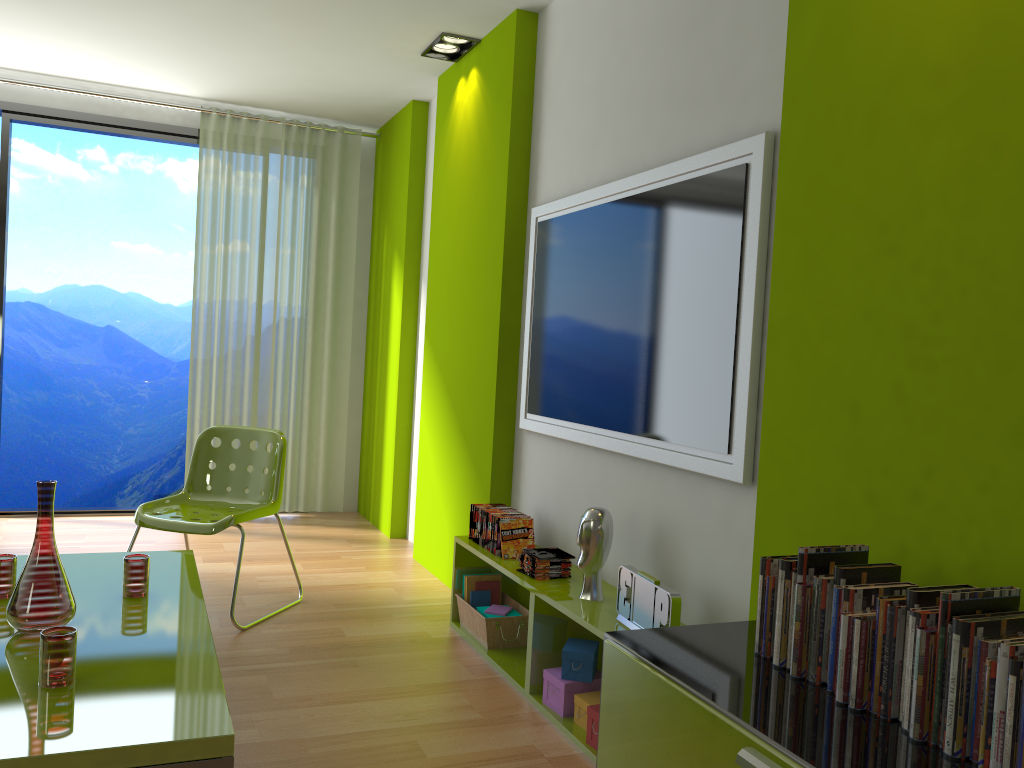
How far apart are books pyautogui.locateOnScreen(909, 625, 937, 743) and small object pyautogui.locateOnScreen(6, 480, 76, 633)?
2.05m

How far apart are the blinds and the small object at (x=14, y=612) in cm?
335

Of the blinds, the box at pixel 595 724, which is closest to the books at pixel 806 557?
the box at pixel 595 724

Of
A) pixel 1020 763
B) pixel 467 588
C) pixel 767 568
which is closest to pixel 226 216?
pixel 467 588

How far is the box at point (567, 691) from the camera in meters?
2.8

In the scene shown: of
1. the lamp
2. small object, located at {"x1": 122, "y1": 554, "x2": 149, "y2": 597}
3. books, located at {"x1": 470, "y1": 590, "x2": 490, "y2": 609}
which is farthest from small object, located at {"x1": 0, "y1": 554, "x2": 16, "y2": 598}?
the lamp

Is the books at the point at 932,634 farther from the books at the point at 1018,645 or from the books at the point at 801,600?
the books at the point at 801,600

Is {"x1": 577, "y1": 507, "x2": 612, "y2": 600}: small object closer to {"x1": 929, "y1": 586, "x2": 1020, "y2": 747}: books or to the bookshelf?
the bookshelf

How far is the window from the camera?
5.3 meters

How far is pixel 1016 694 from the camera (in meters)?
1.24
